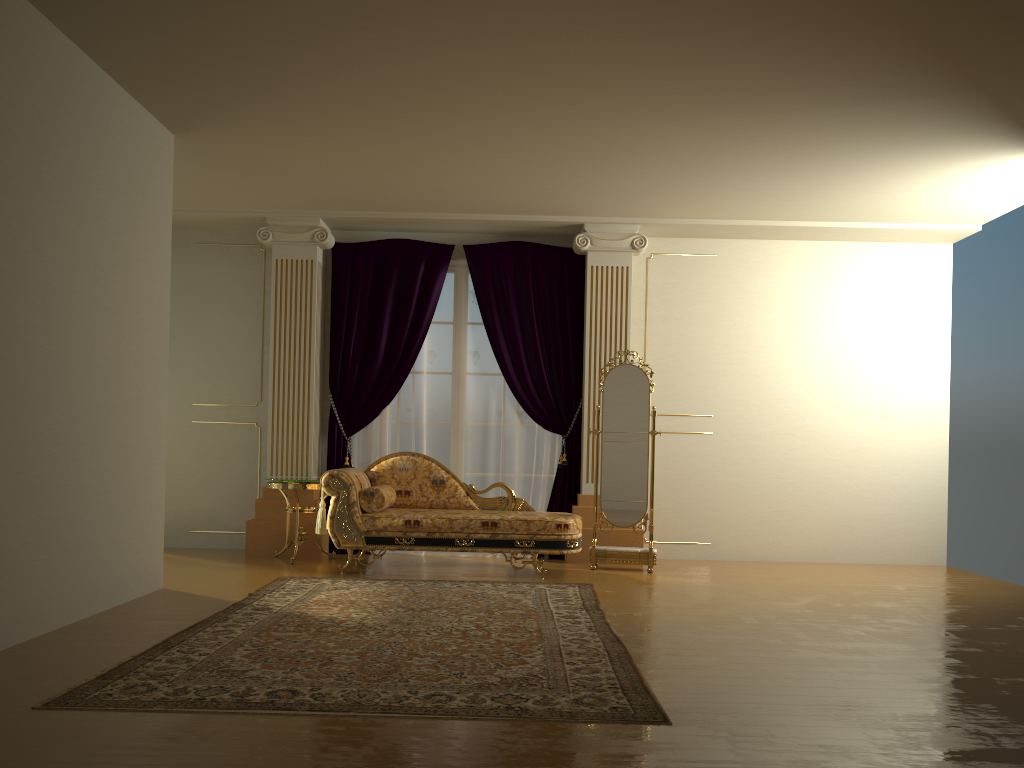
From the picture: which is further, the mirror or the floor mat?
the mirror

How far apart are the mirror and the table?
2.13m

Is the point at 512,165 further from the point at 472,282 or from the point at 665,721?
the point at 665,721

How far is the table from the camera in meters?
6.6

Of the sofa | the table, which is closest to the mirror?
the sofa

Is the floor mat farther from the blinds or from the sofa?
the blinds

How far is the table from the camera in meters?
6.6 m

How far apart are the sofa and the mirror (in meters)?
0.46

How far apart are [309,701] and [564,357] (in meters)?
4.70

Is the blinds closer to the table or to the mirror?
the table
